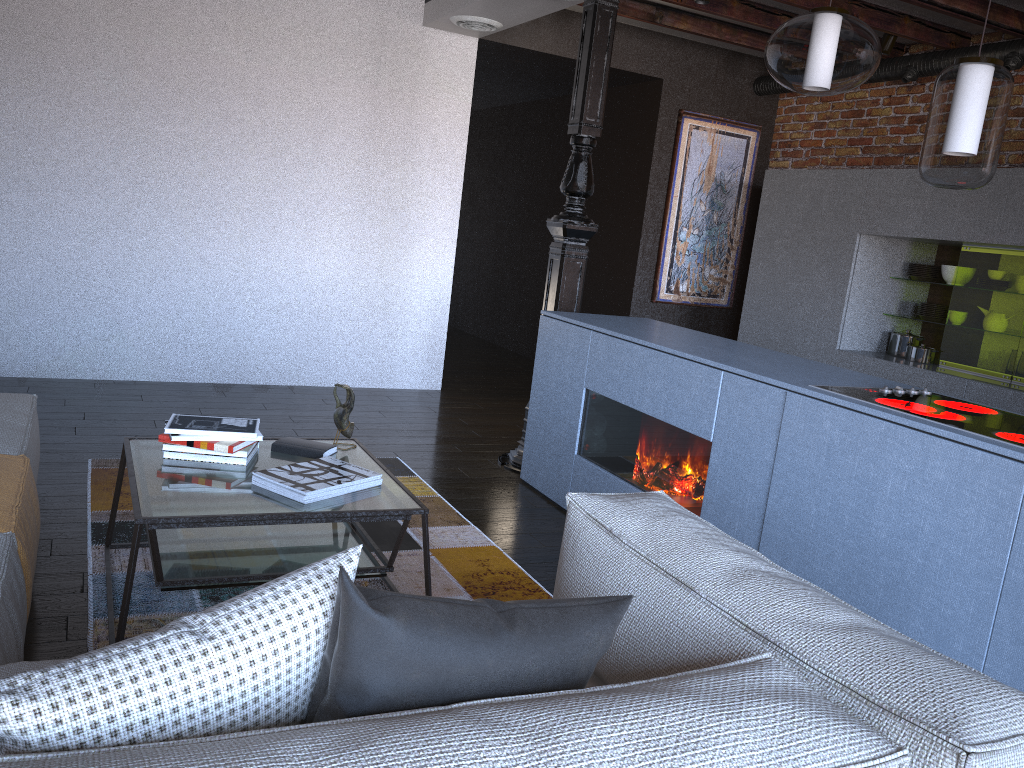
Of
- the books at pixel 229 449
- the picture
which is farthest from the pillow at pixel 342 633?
the picture

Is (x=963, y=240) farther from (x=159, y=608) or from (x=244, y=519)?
(x=159, y=608)

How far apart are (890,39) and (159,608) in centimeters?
517cm

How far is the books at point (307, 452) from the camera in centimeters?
284cm

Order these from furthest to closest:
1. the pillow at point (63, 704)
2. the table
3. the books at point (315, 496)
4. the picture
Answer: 1. the picture
2. the books at point (315, 496)
3. the table
4. the pillow at point (63, 704)

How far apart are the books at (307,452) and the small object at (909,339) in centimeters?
399cm

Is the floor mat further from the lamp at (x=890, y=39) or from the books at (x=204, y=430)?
the lamp at (x=890, y=39)

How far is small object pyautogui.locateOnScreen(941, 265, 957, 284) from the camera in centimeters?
529cm

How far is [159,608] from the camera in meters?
2.6

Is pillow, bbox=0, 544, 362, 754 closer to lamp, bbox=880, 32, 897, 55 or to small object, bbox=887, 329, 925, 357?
small object, bbox=887, 329, 925, 357
